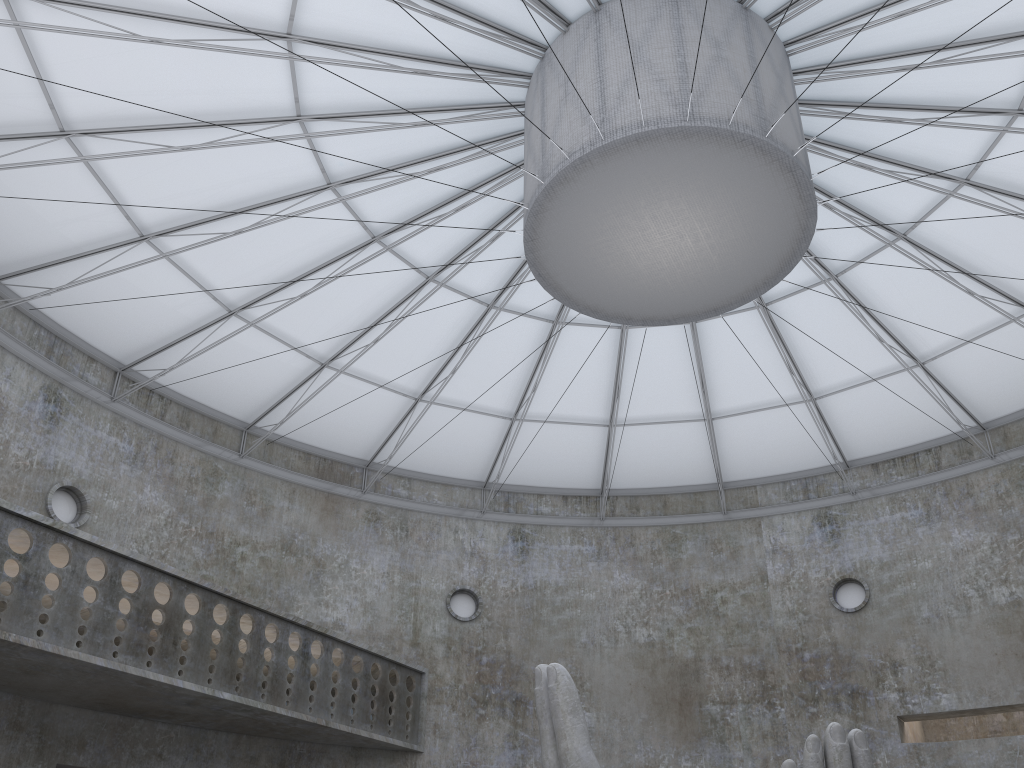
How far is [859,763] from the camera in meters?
13.2

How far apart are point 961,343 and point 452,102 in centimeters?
A: 1971cm

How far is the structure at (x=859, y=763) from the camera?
13.2 meters

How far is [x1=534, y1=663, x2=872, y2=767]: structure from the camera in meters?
13.2

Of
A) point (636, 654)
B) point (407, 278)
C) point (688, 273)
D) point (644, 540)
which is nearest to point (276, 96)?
point (407, 278)
